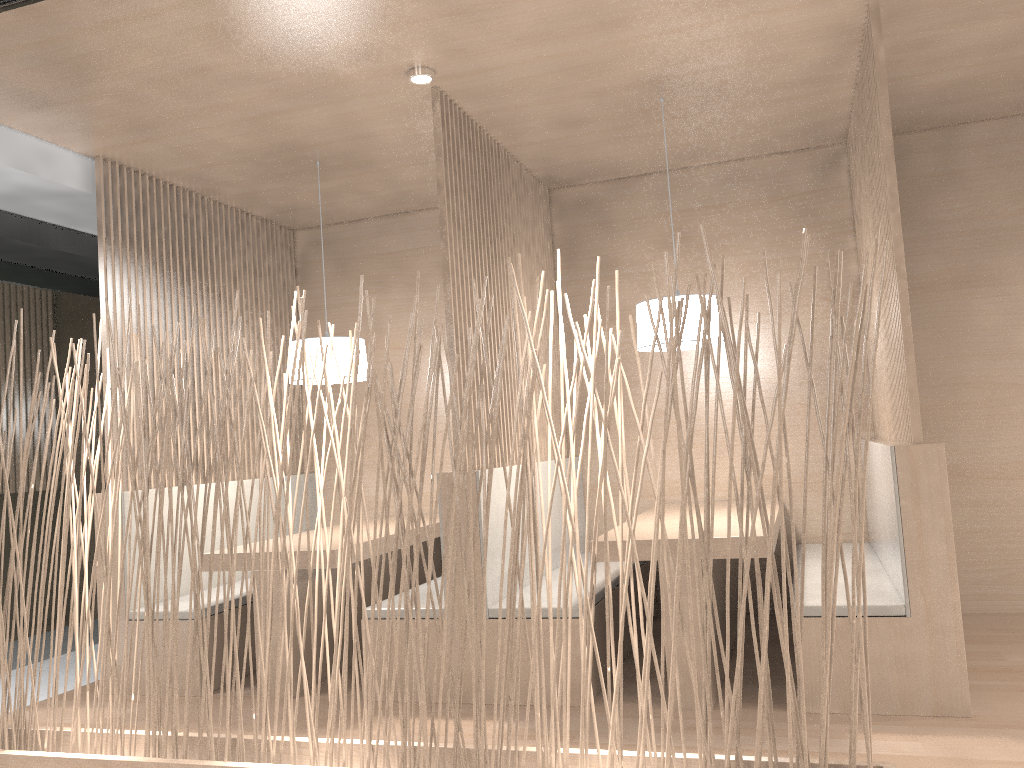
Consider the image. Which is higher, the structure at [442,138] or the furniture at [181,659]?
the structure at [442,138]

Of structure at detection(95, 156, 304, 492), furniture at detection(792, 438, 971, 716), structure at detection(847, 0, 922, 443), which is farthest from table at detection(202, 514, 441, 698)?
structure at detection(847, 0, 922, 443)

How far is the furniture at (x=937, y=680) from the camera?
1.9m

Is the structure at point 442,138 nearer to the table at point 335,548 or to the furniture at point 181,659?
the table at point 335,548

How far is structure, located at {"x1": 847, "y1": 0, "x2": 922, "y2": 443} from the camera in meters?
2.0

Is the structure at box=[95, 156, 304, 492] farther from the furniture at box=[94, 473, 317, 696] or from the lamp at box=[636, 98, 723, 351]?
the lamp at box=[636, 98, 723, 351]

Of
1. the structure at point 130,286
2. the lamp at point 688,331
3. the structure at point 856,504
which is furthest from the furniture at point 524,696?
the structure at point 130,286

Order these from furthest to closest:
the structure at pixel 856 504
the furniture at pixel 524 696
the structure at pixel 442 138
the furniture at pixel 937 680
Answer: the structure at pixel 442 138, the furniture at pixel 524 696, the furniture at pixel 937 680, the structure at pixel 856 504

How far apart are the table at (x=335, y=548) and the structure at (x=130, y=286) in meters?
0.4 m

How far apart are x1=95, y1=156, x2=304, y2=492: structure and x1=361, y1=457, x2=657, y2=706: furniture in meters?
0.9 m
